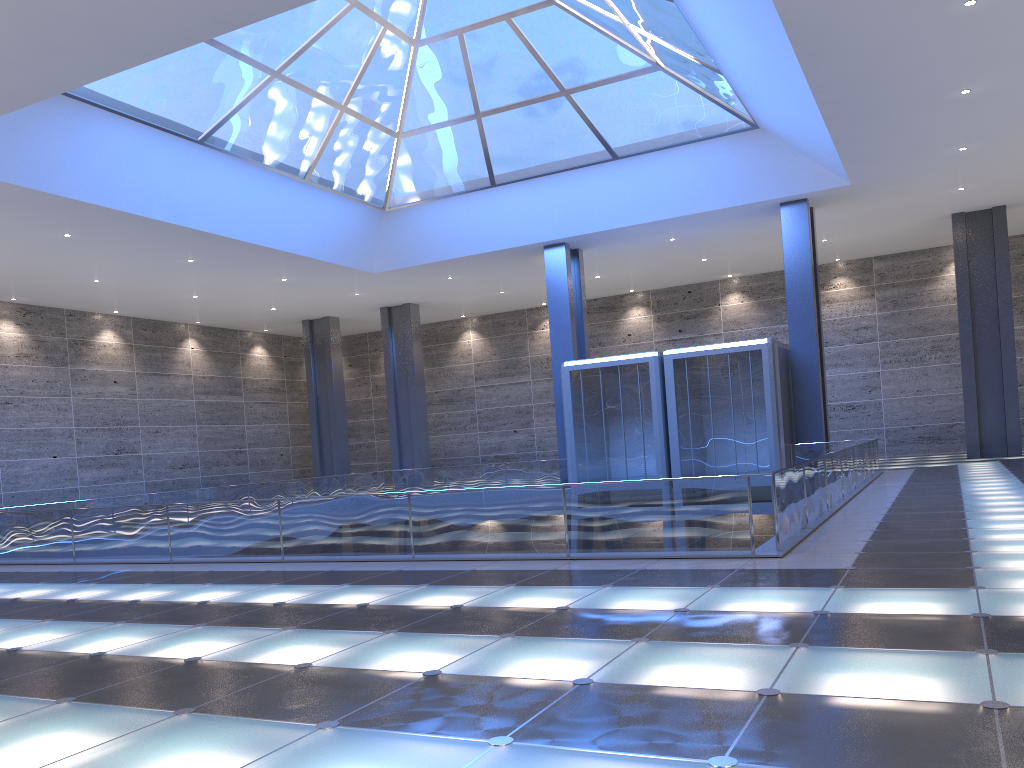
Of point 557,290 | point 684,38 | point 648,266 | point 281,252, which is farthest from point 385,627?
point 648,266

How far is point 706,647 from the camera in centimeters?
666cm
